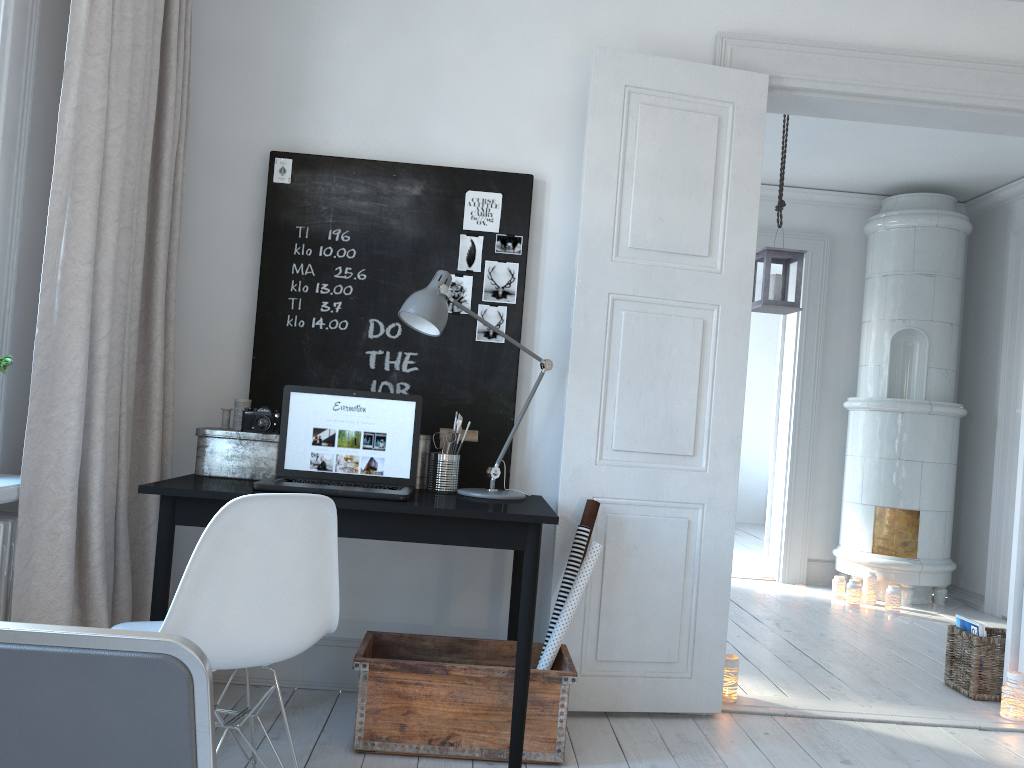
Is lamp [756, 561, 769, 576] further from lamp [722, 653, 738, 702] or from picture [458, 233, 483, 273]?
picture [458, 233, 483, 273]

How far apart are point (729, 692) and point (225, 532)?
2.20m

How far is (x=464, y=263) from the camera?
3.20m

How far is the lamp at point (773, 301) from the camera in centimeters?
468cm

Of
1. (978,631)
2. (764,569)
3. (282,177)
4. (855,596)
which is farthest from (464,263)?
(764,569)

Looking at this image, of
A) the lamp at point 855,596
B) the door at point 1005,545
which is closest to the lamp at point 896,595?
the lamp at point 855,596

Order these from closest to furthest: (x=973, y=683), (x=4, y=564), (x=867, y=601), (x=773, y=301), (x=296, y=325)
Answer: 1. (x=4, y=564)
2. (x=296, y=325)
3. (x=973, y=683)
4. (x=773, y=301)
5. (x=867, y=601)

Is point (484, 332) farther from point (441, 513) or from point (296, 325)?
point (441, 513)

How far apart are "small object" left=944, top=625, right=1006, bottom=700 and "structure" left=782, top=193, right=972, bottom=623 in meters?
1.4

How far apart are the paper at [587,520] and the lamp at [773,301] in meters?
2.1
